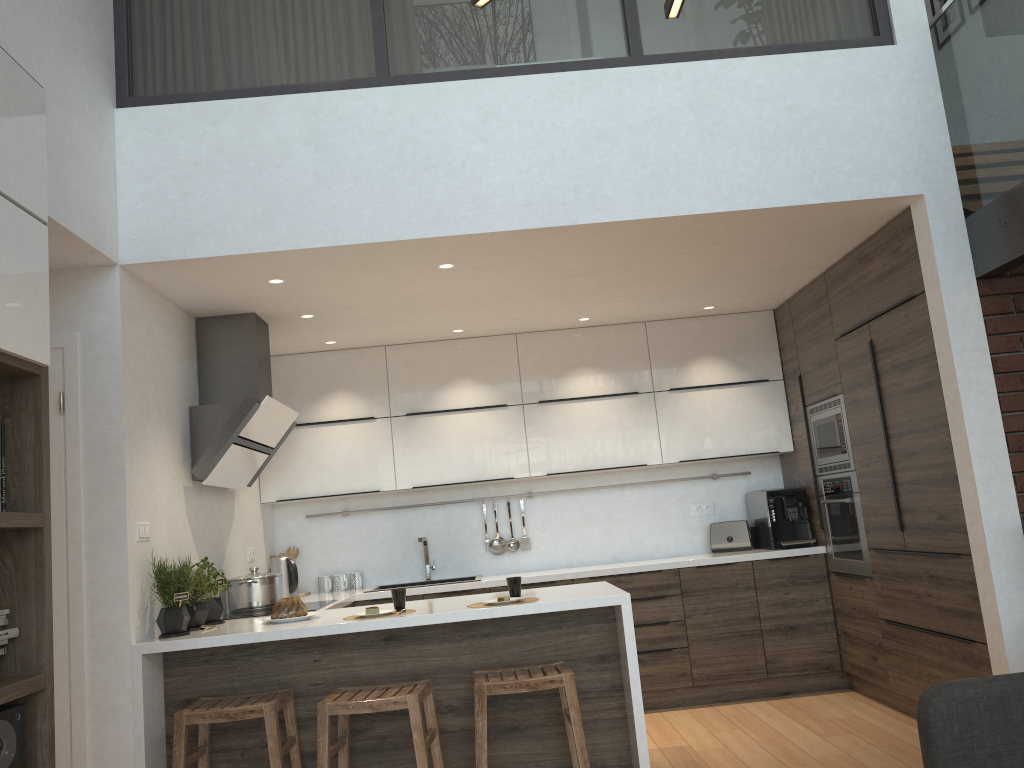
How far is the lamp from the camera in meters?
1.6 m

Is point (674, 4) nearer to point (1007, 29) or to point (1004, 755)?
point (1004, 755)

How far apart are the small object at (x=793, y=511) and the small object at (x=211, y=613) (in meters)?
3.26

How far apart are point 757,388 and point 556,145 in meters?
2.6 m

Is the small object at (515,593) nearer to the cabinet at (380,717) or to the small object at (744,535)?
the cabinet at (380,717)

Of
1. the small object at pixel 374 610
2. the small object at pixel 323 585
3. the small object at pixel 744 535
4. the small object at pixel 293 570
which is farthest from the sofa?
the small object at pixel 323 585

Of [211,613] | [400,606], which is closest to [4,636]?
[400,606]

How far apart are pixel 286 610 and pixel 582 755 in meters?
1.4 m

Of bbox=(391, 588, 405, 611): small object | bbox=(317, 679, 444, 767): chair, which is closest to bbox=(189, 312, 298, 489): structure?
bbox=(391, 588, 405, 611): small object

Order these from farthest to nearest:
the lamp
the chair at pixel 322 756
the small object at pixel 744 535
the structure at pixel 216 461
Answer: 1. the small object at pixel 744 535
2. the structure at pixel 216 461
3. the chair at pixel 322 756
4. the lamp
